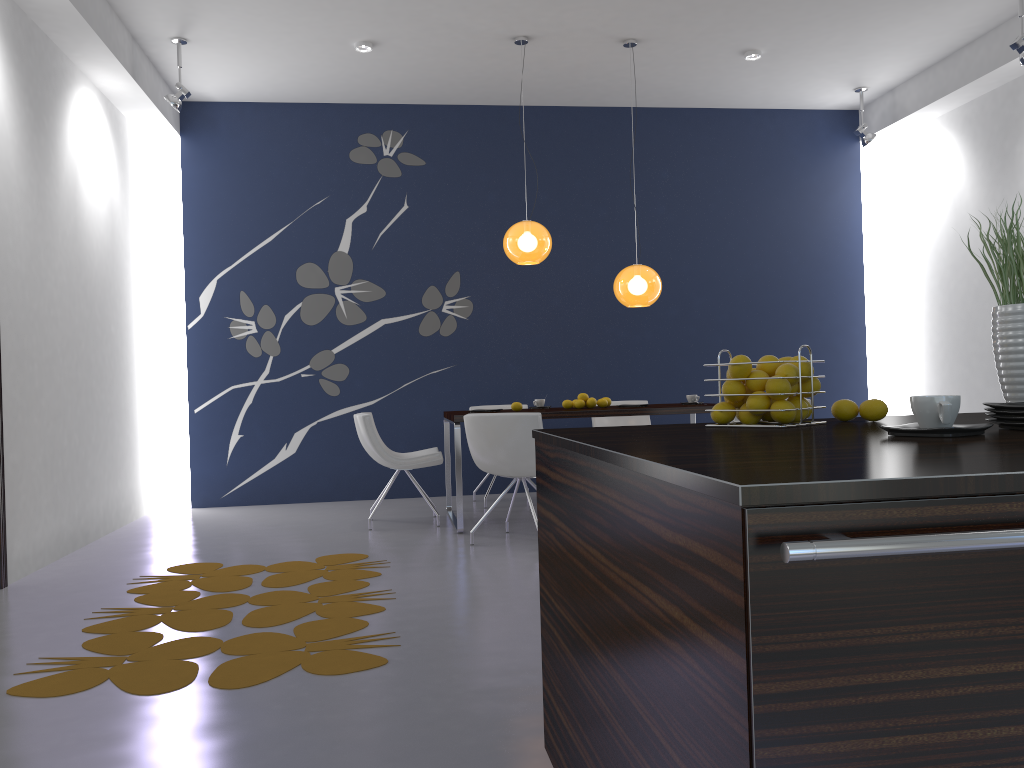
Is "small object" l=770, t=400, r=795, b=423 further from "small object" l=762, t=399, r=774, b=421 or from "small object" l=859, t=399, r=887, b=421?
"small object" l=859, t=399, r=887, b=421

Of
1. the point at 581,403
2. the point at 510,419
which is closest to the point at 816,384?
the point at 510,419

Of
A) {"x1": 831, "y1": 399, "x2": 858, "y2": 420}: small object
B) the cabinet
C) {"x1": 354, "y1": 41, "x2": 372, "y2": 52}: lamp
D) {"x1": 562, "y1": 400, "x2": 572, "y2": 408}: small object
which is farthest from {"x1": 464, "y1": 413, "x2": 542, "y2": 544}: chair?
{"x1": 831, "y1": 399, "x2": 858, "y2": 420}: small object

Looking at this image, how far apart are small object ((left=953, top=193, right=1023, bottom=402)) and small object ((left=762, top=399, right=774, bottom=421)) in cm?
50

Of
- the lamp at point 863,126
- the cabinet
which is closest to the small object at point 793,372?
the cabinet

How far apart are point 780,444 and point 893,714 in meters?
0.6

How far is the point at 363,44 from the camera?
6.4m

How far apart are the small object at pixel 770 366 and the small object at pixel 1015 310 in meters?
0.5

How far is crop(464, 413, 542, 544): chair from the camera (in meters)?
5.19

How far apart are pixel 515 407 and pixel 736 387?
4.3 meters
